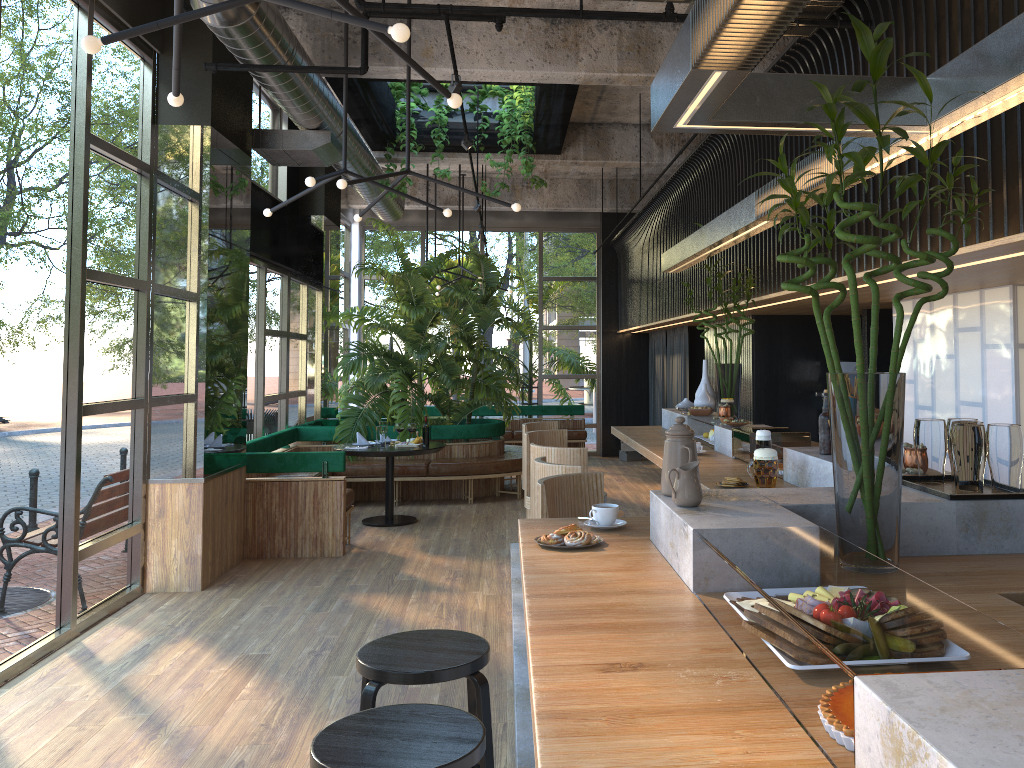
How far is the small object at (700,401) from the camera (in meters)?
6.37

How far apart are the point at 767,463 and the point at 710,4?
2.3m

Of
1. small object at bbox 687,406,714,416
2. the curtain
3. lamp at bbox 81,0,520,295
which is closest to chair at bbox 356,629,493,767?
lamp at bbox 81,0,520,295

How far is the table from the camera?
8.31m

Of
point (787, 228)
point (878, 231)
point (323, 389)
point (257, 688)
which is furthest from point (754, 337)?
point (257, 688)

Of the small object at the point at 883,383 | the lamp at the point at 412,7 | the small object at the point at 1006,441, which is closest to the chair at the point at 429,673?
the small object at the point at 883,383

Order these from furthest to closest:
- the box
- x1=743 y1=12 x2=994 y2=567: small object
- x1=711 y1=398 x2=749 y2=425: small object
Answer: the box < x1=711 y1=398 x2=749 y2=425: small object < x1=743 y1=12 x2=994 y2=567: small object

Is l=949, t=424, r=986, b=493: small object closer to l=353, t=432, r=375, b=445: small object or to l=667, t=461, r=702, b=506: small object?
l=667, t=461, r=702, b=506: small object

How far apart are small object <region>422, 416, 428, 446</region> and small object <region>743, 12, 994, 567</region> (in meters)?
1.12

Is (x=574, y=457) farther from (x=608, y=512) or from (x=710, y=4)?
(x=710, y=4)
